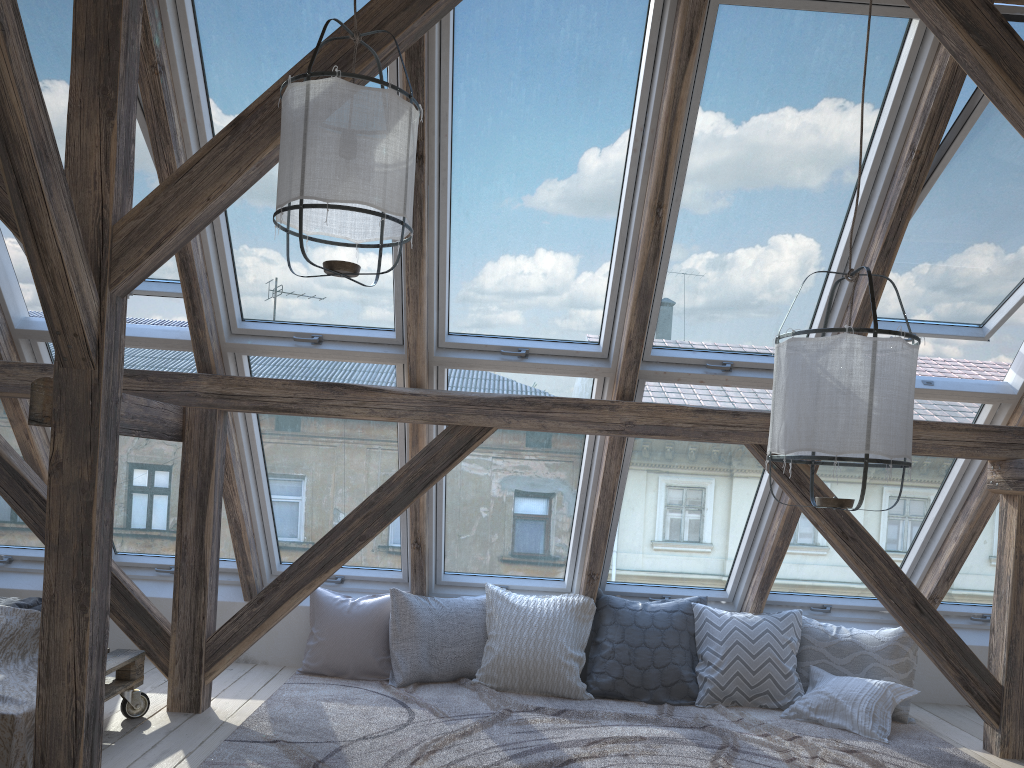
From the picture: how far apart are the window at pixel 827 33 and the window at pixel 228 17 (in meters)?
1.08

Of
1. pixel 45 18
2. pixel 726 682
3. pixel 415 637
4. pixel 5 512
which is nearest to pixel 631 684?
pixel 726 682

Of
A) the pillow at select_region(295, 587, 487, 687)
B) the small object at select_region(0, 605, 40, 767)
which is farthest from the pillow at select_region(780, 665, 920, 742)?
the small object at select_region(0, 605, 40, 767)

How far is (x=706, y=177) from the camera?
3.58m

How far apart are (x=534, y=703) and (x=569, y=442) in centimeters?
125cm

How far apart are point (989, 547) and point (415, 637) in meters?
3.1 m

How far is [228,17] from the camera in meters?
3.3 m

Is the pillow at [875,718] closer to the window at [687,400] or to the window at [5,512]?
the window at [687,400]

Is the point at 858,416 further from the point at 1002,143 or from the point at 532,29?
the point at 532,29

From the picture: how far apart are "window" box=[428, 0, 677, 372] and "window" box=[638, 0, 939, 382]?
0.14m
